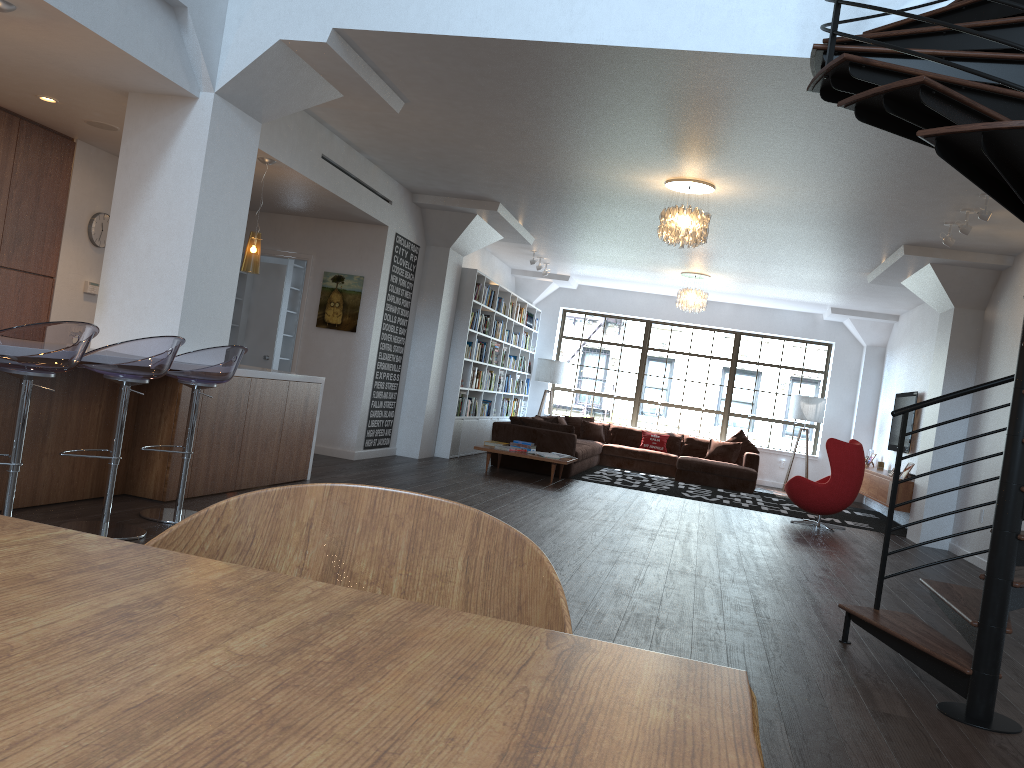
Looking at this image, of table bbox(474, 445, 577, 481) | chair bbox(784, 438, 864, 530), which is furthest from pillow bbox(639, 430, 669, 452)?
table bbox(474, 445, 577, 481)

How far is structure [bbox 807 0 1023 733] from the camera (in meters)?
2.95

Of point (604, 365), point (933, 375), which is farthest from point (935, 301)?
point (604, 365)

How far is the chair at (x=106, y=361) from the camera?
4.2 meters

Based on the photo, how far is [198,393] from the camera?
5.01m

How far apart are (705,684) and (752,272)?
11.4m

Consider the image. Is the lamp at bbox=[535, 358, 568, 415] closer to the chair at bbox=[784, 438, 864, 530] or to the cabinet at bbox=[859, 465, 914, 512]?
the cabinet at bbox=[859, 465, 914, 512]

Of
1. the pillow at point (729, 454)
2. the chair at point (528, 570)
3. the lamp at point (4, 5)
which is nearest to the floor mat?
the pillow at point (729, 454)

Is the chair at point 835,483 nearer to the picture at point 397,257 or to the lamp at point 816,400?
the lamp at point 816,400

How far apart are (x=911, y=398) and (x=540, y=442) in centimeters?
502cm
